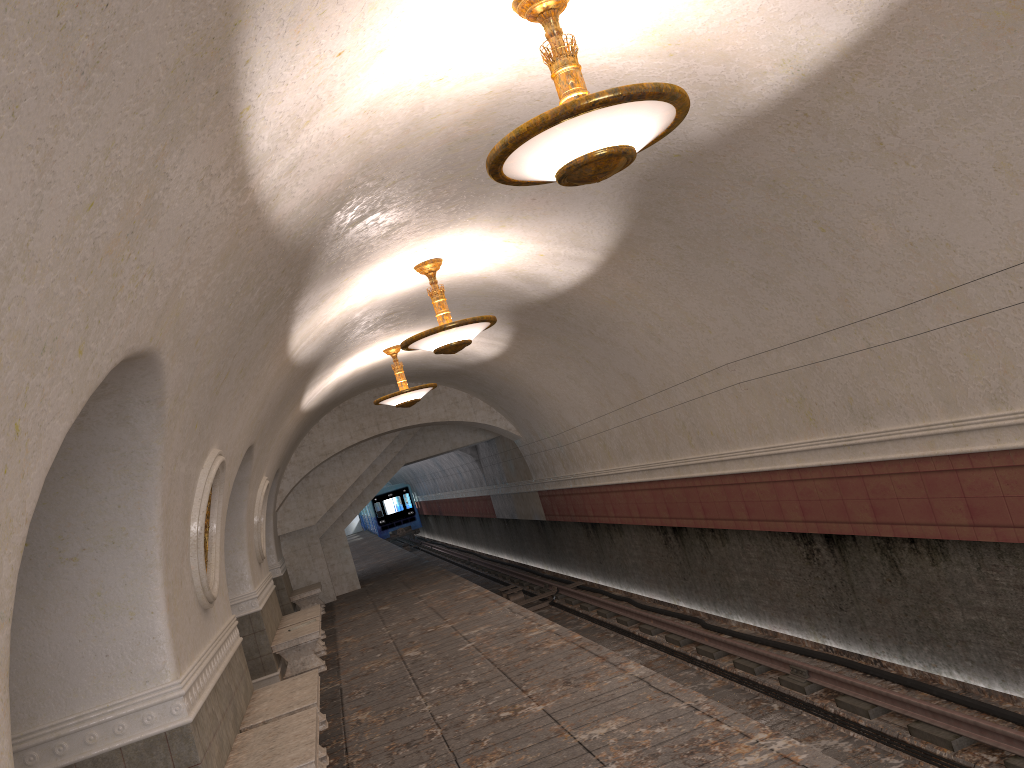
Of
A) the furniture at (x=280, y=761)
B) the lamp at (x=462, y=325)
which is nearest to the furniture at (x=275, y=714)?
the furniture at (x=280, y=761)

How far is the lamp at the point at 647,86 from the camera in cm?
380

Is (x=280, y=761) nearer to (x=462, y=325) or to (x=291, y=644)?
(x=462, y=325)

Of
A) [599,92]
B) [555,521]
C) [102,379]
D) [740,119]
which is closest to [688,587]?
[555,521]

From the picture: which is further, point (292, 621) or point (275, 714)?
point (292, 621)

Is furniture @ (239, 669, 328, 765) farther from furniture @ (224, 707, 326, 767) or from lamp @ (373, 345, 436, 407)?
lamp @ (373, 345, 436, 407)

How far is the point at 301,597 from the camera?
17.2 meters

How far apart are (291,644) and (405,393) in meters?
3.9

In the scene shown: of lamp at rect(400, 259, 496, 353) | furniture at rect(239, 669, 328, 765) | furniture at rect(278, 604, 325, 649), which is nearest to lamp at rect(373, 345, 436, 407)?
furniture at rect(278, 604, 325, 649)

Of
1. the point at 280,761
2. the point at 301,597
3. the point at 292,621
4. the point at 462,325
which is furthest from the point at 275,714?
the point at 301,597
